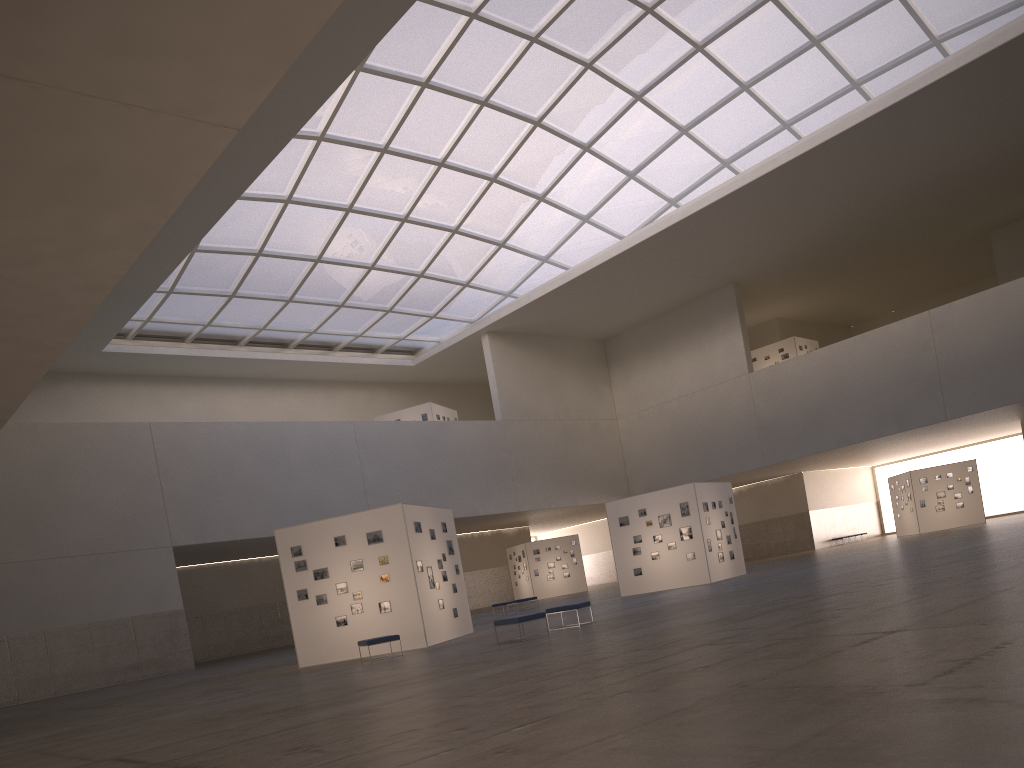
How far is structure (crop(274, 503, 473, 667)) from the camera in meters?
26.4

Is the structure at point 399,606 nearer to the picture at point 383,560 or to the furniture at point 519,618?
the picture at point 383,560

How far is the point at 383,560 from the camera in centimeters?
2668cm

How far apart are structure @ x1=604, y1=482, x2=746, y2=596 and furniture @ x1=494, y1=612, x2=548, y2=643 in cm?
1791

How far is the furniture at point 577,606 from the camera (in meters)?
23.51

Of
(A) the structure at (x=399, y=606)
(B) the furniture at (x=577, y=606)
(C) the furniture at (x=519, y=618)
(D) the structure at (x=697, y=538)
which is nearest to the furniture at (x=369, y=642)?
(A) the structure at (x=399, y=606)

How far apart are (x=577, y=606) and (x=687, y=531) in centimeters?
1618cm

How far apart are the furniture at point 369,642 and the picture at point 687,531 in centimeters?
1815cm

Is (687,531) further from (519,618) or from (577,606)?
(519,618)

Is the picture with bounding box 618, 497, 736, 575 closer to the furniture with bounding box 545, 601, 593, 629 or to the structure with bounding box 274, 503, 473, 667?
the structure with bounding box 274, 503, 473, 667
